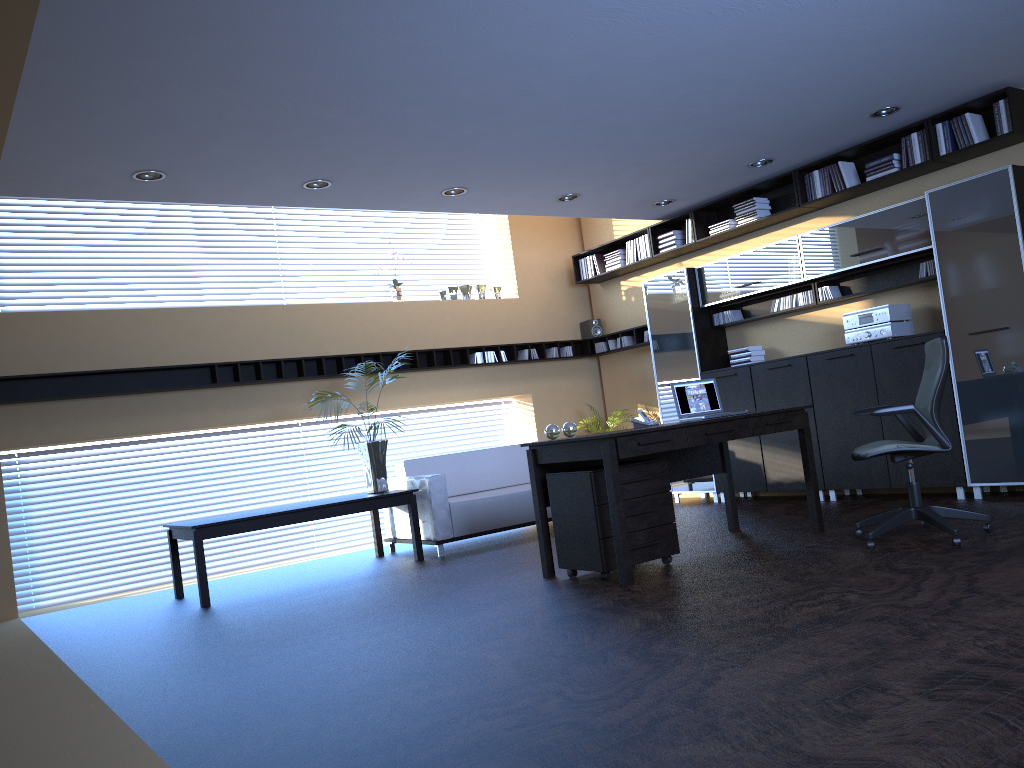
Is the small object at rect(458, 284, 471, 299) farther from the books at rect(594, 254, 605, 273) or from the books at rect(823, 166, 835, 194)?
the books at rect(823, 166, 835, 194)

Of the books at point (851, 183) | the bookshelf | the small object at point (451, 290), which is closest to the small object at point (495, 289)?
the small object at point (451, 290)

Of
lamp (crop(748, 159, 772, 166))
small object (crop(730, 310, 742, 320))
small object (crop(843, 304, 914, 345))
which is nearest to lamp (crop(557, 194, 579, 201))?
lamp (crop(748, 159, 772, 166))

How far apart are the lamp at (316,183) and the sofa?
2.6 meters

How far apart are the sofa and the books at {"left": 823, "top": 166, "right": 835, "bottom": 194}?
3.78m

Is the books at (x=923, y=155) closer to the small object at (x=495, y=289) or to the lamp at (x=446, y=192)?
the lamp at (x=446, y=192)

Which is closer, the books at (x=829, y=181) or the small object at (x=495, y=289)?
the books at (x=829, y=181)

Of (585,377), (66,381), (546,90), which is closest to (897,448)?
(546,90)

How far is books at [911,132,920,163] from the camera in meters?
7.1

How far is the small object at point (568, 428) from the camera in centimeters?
594cm
